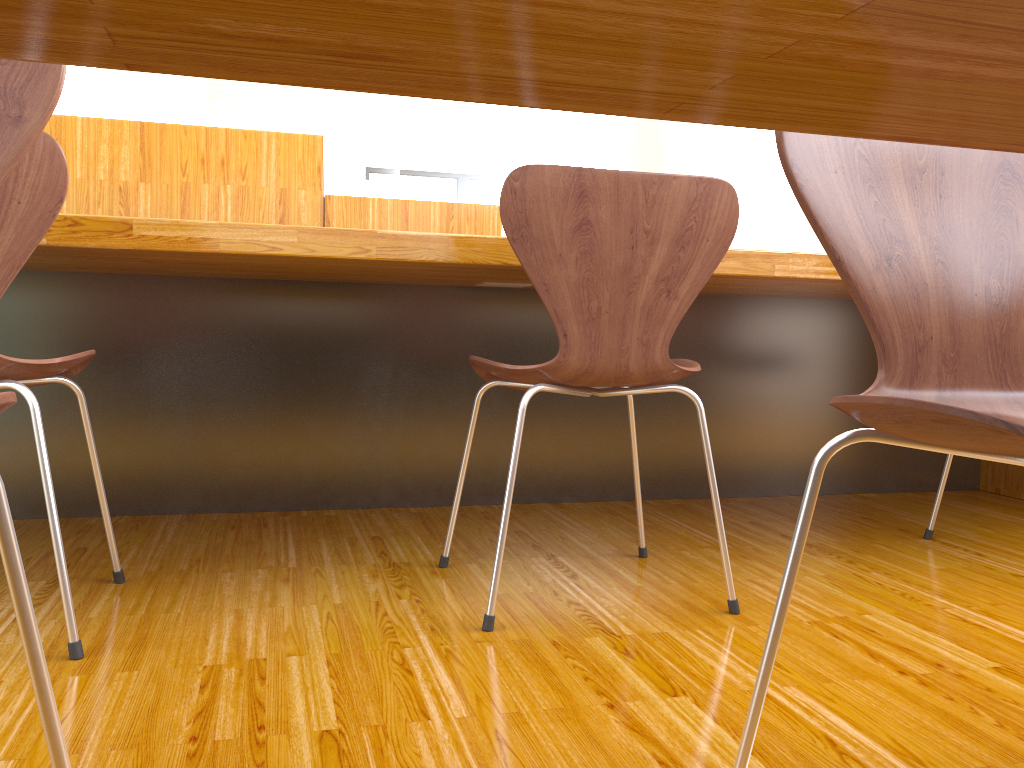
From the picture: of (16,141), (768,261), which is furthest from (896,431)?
(768,261)

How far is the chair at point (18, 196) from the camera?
1.1 meters

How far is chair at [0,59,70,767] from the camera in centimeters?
63cm

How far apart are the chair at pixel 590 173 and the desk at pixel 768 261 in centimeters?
17cm

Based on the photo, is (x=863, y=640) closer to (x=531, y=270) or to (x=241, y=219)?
(x=531, y=270)

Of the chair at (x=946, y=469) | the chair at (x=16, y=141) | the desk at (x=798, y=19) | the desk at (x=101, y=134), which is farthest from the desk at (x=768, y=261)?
the desk at (x=798, y=19)

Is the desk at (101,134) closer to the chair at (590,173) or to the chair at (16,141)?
the chair at (590,173)

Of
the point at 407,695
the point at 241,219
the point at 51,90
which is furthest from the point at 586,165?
the point at 51,90

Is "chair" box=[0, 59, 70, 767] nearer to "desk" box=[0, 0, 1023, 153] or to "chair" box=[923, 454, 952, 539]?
"desk" box=[0, 0, 1023, 153]

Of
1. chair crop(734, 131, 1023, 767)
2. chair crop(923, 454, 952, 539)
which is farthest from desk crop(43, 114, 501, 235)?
chair crop(734, 131, 1023, 767)
